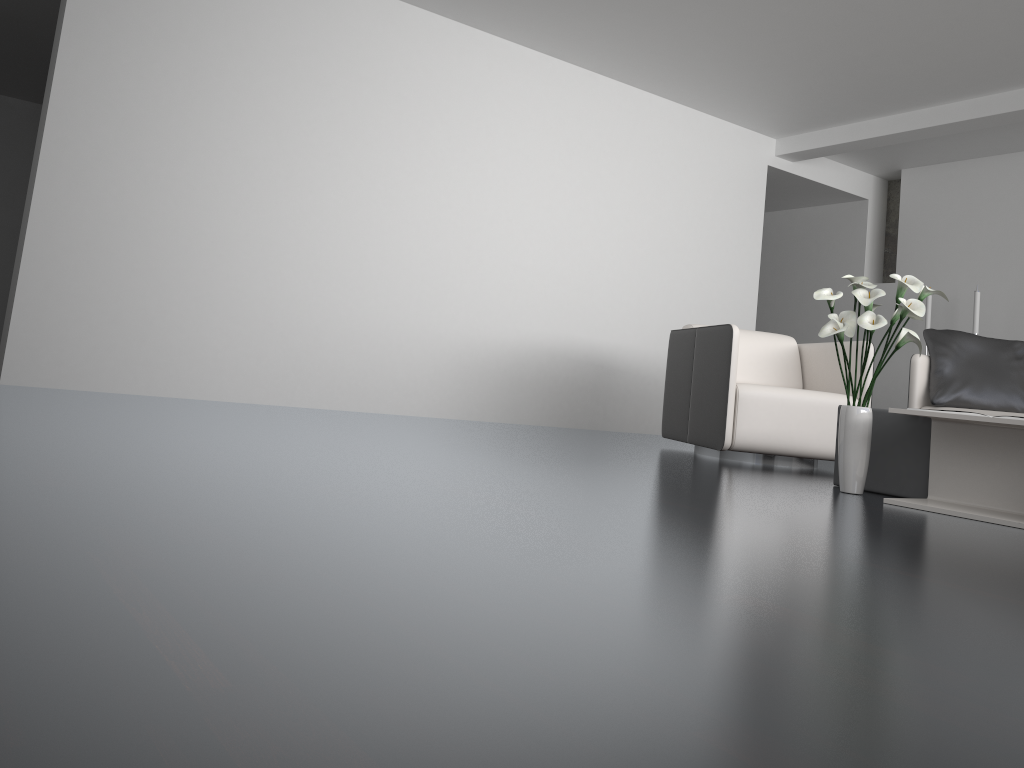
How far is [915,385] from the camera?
4.81m

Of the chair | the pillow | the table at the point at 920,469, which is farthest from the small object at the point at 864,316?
the pillow

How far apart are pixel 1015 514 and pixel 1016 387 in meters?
2.1

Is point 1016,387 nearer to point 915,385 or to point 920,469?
point 915,385

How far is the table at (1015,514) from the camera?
2.9m

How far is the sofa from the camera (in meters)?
4.81

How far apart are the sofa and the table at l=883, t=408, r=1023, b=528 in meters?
1.8 m

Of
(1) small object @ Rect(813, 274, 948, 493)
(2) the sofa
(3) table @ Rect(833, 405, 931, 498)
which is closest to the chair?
(2) the sofa

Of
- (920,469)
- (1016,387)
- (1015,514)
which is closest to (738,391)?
(920,469)

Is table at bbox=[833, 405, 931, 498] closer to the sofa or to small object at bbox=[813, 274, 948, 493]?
small object at bbox=[813, 274, 948, 493]
